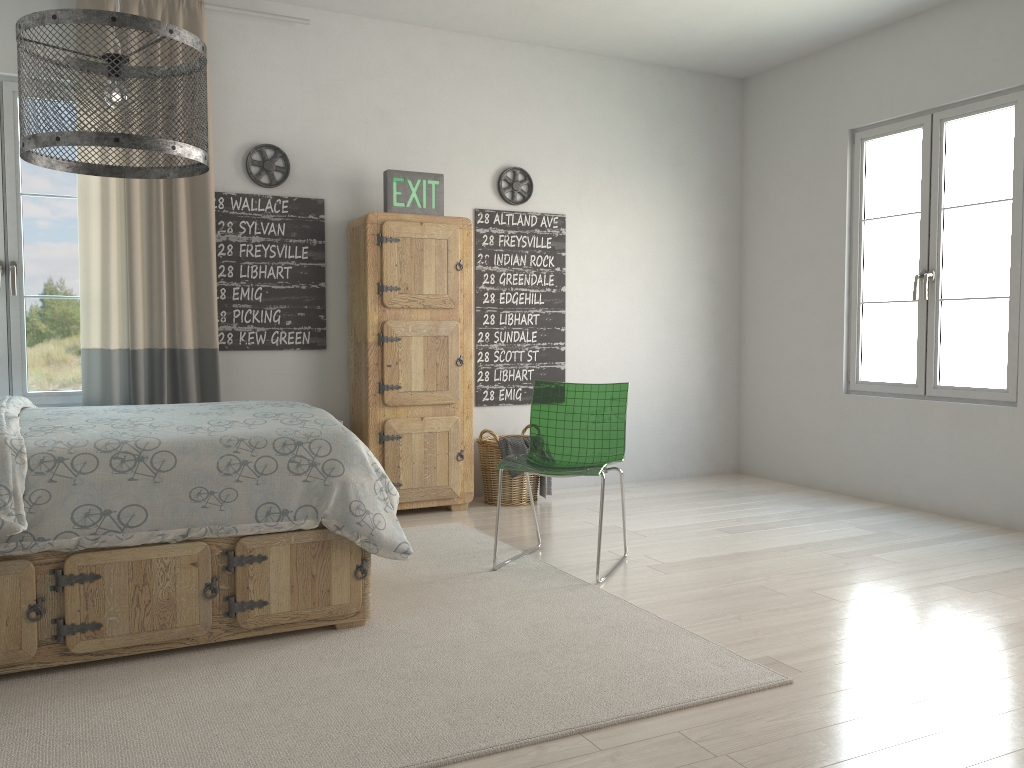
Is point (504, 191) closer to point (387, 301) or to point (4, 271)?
point (387, 301)

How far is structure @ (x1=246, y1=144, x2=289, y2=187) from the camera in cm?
454

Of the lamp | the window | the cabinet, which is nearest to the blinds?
the window

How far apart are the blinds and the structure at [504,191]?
1.6 meters

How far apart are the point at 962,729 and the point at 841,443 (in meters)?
3.27

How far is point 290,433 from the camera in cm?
280

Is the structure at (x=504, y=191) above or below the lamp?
above

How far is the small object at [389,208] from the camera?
4.6 meters

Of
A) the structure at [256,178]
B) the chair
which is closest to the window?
the structure at [256,178]

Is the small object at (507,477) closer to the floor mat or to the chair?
the floor mat
